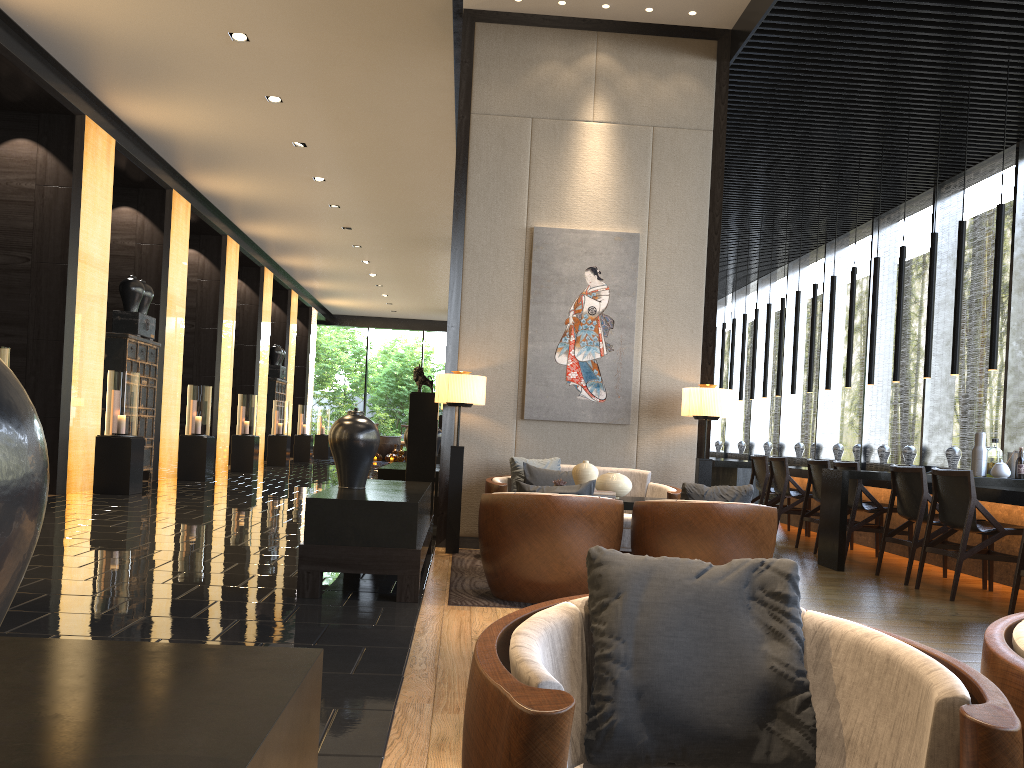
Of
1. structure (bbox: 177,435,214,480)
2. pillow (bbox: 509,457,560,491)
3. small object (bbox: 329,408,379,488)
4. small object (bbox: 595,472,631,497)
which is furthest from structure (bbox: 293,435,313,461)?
small object (bbox: 595,472,631,497)

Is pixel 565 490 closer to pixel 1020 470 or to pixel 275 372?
pixel 1020 470

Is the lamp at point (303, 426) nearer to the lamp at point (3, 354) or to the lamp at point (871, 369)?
the lamp at point (3, 354)

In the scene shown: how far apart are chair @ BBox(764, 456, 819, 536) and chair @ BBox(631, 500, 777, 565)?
4.12m

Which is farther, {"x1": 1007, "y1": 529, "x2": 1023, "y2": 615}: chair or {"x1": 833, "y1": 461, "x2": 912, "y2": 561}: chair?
{"x1": 833, "y1": 461, "x2": 912, "y2": 561}: chair

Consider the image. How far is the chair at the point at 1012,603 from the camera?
4.90m

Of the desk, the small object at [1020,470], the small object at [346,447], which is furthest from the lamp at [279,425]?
the small object at [1020,470]

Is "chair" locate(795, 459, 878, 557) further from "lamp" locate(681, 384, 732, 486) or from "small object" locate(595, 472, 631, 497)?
"small object" locate(595, 472, 631, 497)

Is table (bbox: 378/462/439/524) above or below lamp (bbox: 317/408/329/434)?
below

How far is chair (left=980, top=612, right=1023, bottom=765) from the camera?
1.37m
